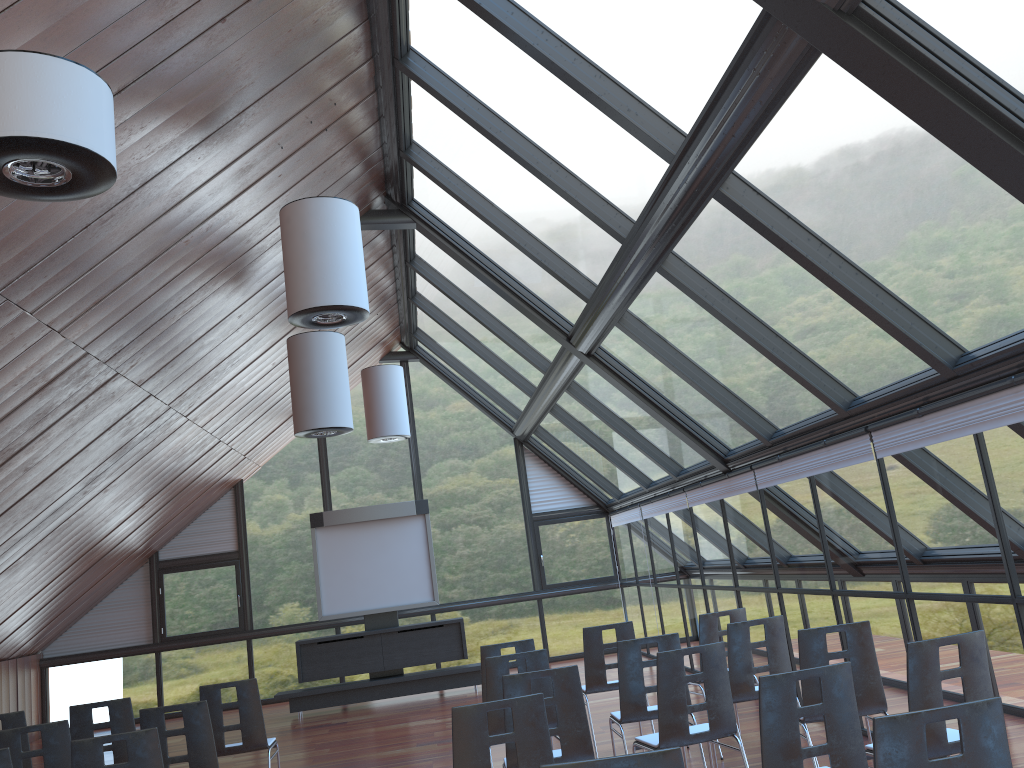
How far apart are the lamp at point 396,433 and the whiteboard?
1.1m

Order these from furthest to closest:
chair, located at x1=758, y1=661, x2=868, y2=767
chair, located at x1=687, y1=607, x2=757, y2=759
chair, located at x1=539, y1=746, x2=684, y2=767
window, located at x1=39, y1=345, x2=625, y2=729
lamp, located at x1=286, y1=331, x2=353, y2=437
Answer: window, located at x1=39, y1=345, x2=625, y2=729 < lamp, located at x1=286, y1=331, x2=353, y2=437 < chair, located at x1=687, y1=607, x2=757, y2=759 < chair, located at x1=758, y1=661, x2=868, y2=767 < chair, located at x1=539, y1=746, x2=684, y2=767

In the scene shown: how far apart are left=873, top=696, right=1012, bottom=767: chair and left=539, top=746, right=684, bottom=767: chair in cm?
65

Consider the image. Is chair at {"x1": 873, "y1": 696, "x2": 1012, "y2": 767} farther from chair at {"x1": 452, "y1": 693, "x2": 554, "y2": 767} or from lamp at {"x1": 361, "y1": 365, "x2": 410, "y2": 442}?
lamp at {"x1": 361, "y1": 365, "x2": 410, "y2": 442}

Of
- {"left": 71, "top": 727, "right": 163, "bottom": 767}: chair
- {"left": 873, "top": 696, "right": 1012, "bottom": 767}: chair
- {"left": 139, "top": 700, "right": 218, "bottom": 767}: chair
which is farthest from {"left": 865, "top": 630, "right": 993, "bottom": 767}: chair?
{"left": 139, "top": 700, "right": 218, "bottom": 767}: chair

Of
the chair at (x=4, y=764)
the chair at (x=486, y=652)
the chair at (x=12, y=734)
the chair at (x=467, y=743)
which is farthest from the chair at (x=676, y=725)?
the chair at (x=12, y=734)

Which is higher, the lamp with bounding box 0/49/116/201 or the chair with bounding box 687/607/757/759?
the lamp with bounding box 0/49/116/201

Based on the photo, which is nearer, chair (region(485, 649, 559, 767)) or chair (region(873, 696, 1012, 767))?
chair (region(873, 696, 1012, 767))

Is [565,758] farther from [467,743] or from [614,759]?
[614,759]

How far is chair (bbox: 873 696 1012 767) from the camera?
2.9 meters
